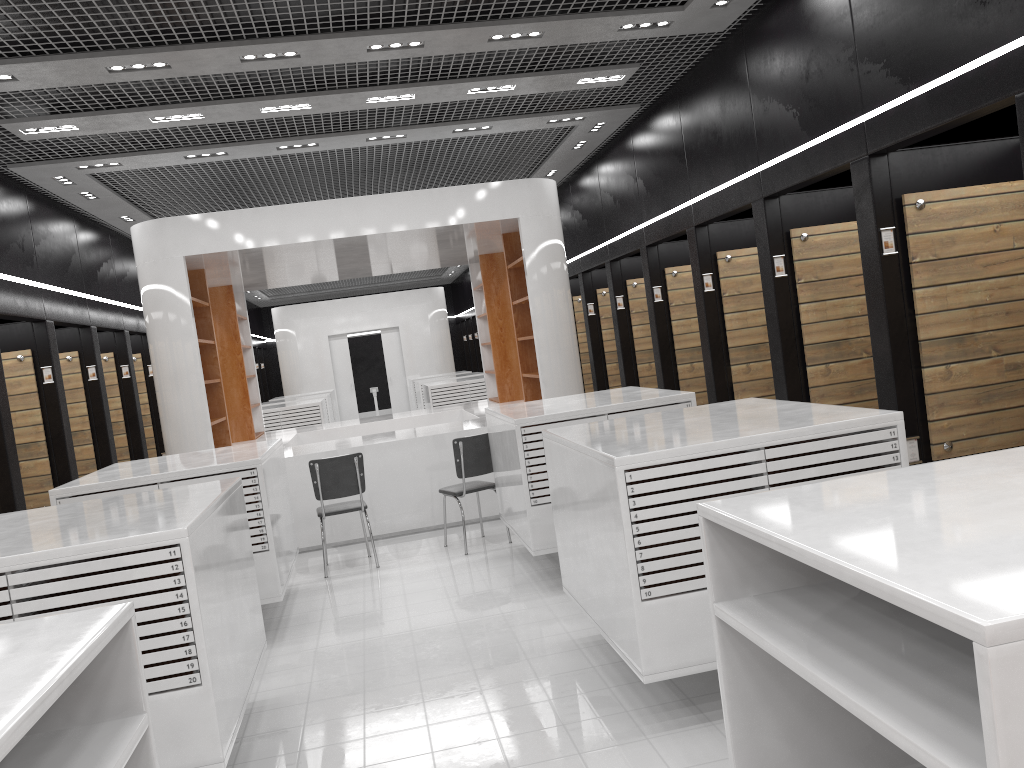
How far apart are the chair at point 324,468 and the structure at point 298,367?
14.1 meters

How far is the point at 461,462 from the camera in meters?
7.5 m

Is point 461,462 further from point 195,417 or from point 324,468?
point 195,417

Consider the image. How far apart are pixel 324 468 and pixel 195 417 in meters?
1.8

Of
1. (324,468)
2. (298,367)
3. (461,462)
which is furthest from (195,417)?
(298,367)

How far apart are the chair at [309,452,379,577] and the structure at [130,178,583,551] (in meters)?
0.90

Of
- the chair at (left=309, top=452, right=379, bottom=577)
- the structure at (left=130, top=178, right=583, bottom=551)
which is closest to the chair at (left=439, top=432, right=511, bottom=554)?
the chair at (left=309, top=452, right=379, bottom=577)

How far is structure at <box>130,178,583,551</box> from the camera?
8.33m

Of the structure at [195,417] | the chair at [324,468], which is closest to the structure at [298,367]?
the structure at [195,417]

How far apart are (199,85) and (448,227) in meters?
2.8 m
